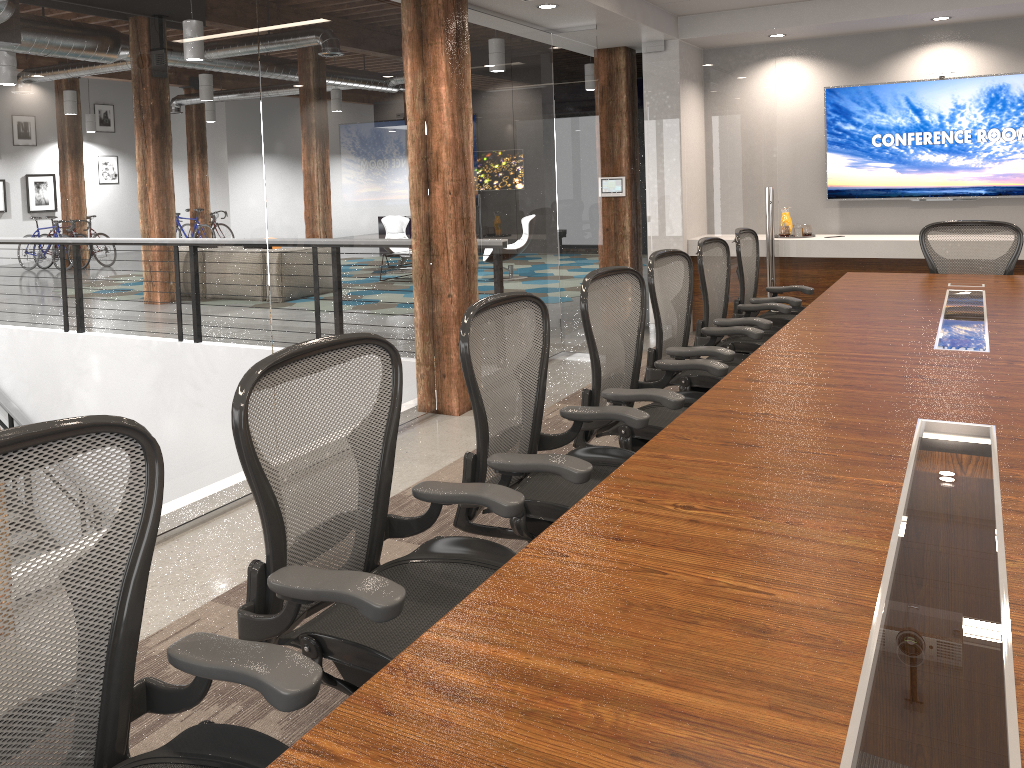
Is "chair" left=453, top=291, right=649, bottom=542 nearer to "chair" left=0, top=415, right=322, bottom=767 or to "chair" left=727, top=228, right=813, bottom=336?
"chair" left=0, top=415, right=322, bottom=767

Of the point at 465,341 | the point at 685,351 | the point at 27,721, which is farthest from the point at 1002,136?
the point at 27,721

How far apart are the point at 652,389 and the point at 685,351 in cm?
76

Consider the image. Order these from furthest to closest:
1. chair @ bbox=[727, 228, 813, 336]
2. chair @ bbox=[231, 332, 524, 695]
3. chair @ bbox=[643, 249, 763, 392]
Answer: chair @ bbox=[727, 228, 813, 336] < chair @ bbox=[643, 249, 763, 392] < chair @ bbox=[231, 332, 524, 695]

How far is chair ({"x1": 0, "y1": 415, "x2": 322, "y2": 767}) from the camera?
1.4m

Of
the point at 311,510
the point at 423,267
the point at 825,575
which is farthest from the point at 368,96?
the point at 825,575

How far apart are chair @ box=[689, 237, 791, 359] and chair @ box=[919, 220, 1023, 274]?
1.39m

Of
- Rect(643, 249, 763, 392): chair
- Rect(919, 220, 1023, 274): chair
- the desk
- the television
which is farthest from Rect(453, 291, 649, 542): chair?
the television

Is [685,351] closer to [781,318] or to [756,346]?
[756,346]

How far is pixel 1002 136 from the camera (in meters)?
6.98
